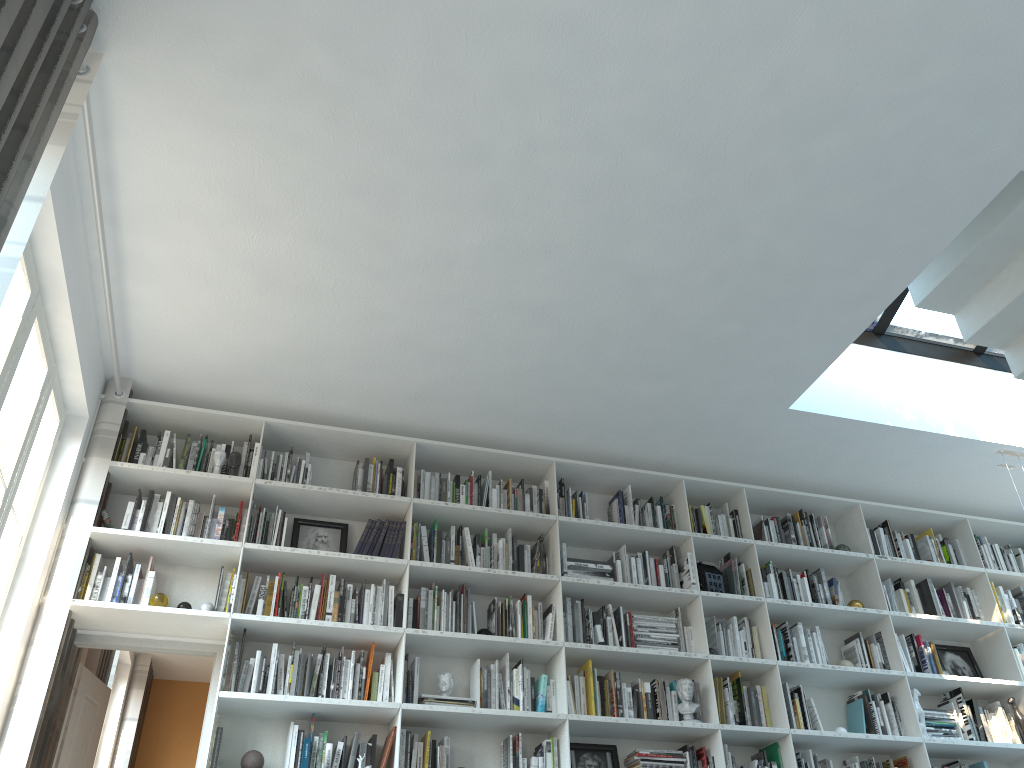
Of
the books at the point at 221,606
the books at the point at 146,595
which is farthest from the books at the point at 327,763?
the books at the point at 146,595

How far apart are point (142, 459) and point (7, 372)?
1.30m

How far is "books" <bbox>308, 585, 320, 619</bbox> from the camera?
4.5m

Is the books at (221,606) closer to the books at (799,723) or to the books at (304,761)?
the books at (304,761)

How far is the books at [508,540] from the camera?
5.01m

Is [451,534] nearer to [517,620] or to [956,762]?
[517,620]

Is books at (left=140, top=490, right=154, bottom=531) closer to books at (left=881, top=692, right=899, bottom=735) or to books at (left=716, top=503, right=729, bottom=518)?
books at (left=716, top=503, right=729, bottom=518)

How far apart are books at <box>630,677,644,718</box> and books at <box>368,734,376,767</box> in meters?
1.4

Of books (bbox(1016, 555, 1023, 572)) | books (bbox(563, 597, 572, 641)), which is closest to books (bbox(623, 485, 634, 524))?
books (bbox(563, 597, 572, 641))

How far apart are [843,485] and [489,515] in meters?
2.5
